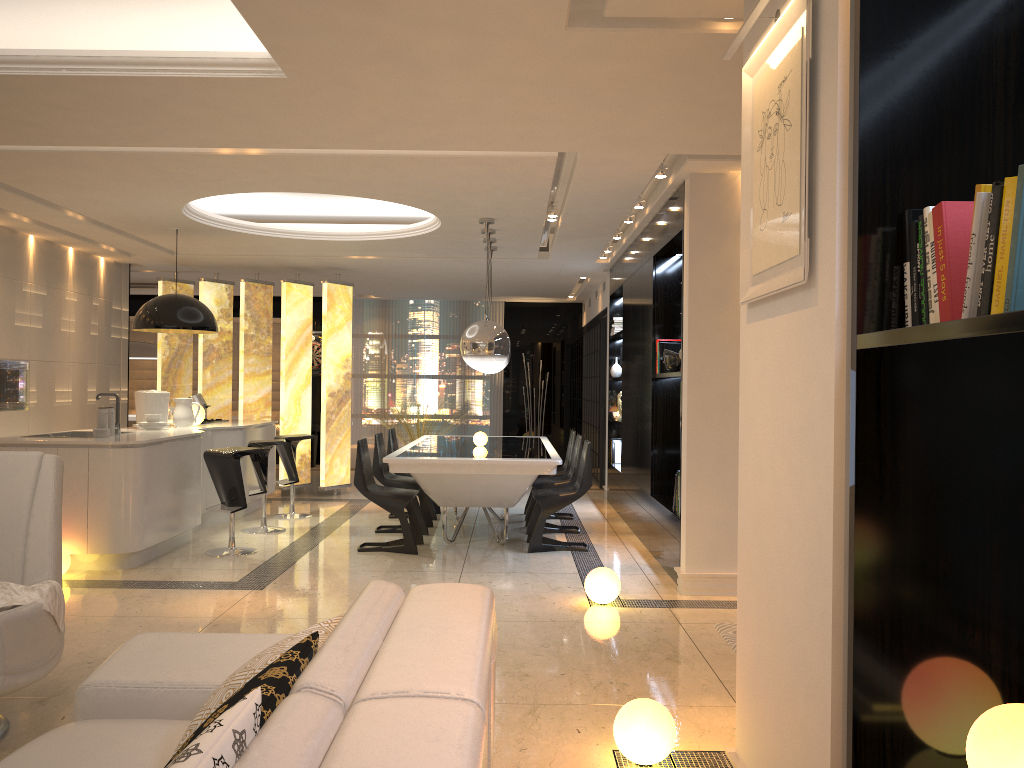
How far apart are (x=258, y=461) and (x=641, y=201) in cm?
384

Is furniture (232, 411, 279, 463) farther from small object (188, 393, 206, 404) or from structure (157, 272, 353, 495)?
small object (188, 393, 206, 404)

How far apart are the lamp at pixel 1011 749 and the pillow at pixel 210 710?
1.4 meters

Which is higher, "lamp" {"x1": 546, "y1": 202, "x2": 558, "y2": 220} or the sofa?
"lamp" {"x1": 546, "y1": 202, "x2": 558, "y2": 220}

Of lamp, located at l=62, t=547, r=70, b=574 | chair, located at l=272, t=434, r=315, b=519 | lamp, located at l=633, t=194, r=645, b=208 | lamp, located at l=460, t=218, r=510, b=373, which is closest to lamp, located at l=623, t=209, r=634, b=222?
lamp, located at l=633, t=194, r=645, b=208

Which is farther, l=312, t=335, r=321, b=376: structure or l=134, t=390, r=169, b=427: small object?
l=312, t=335, r=321, b=376: structure

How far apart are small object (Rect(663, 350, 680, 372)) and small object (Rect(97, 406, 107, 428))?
4.0 meters

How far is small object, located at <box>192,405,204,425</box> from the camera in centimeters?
804cm

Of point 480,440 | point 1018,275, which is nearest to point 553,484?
point 480,440

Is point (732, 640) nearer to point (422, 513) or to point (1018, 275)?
point (1018, 275)
